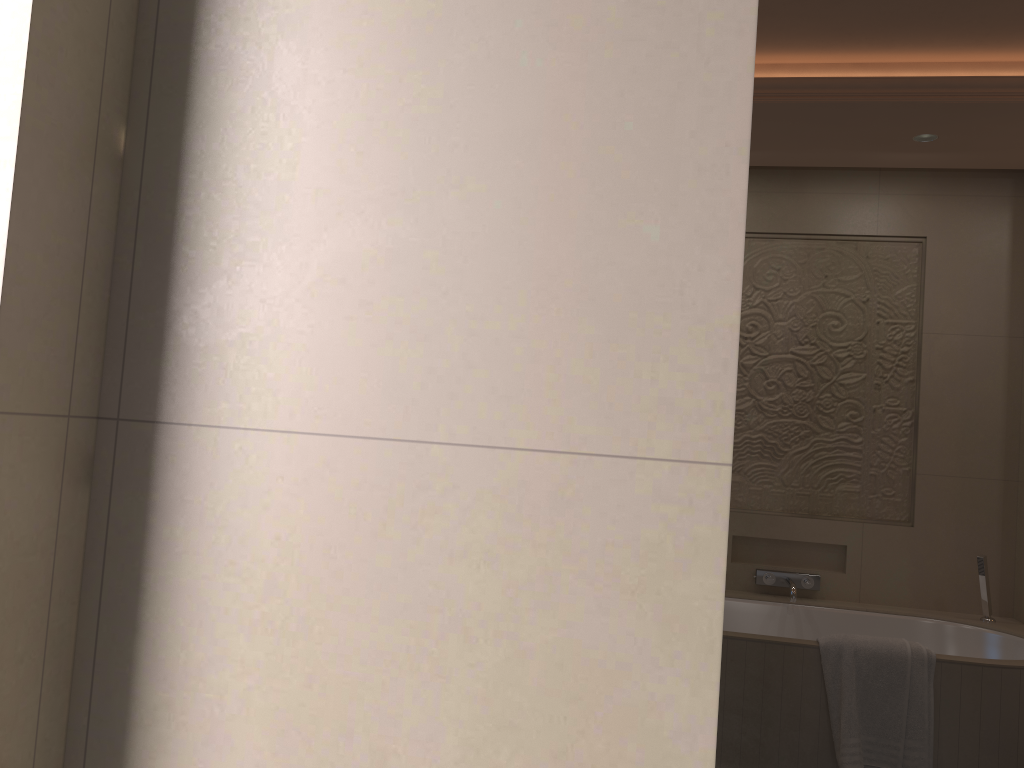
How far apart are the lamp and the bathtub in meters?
2.0

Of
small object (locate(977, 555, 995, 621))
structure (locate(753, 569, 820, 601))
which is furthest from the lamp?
structure (locate(753, 569, 820, 601))

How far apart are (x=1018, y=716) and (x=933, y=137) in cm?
220

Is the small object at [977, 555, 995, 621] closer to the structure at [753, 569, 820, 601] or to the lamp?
the structure at [753, 569, 820, 601]

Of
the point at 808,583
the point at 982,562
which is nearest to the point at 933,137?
the point at 982,562

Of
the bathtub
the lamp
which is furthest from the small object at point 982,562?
the lamp

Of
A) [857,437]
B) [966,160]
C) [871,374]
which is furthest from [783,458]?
[966,160]

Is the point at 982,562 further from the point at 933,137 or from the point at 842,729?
the point at 933,137

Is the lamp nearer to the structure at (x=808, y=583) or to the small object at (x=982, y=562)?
the small object at (x=982, y=562)

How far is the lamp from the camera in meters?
3.6 m
